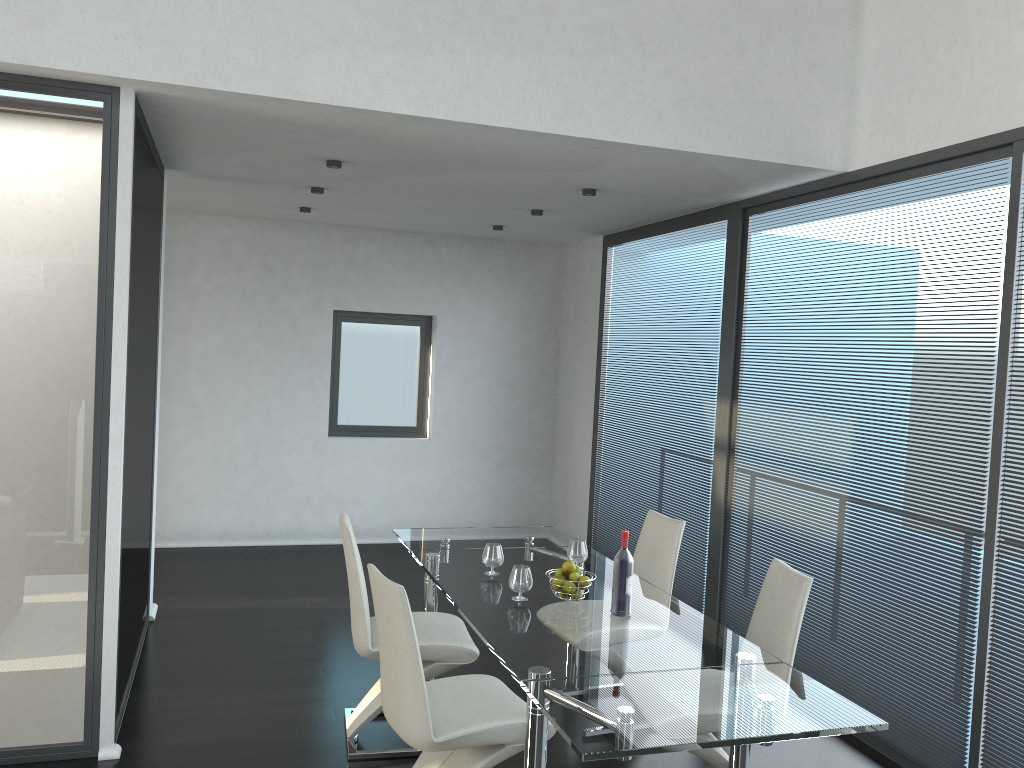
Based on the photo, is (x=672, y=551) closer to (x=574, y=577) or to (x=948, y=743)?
(x=574, y=577)

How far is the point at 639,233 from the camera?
6.6 meters

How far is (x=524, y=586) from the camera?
3.5m

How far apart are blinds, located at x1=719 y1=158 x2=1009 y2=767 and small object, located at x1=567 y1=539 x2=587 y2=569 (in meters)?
1.32

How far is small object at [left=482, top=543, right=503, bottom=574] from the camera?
3.9 meters

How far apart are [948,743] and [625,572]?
1.6 meters

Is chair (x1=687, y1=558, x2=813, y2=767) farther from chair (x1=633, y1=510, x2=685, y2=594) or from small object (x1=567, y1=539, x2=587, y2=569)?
small object (x1=567, y1=539, x2=587, y2=569)

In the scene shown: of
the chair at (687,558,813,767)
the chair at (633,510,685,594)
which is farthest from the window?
the chair at (687,558,813,767)

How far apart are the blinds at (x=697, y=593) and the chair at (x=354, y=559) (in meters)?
2.01

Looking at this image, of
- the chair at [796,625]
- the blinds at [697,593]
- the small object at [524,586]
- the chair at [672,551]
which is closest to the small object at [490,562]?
the small object at [524,586]
